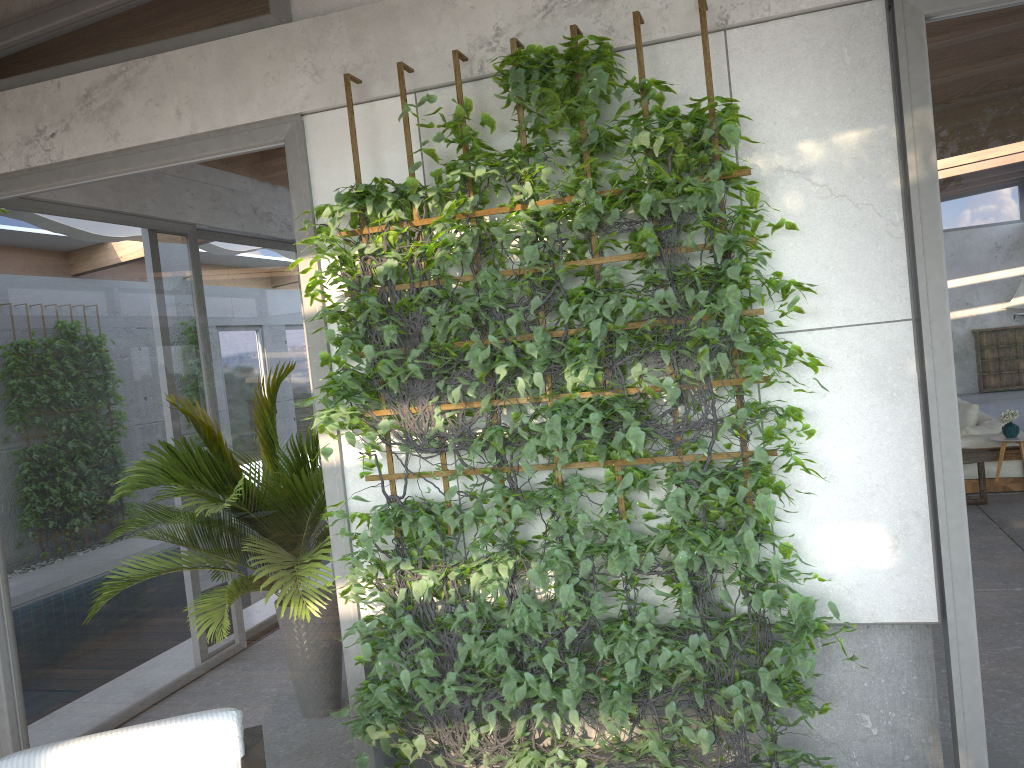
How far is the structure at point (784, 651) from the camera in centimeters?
269cm

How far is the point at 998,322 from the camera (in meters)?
2.65

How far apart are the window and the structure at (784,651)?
0.1m

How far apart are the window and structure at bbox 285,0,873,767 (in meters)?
0.08

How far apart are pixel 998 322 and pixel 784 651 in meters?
1.2 m

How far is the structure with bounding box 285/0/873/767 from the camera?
2.7m

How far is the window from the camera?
2.65m
